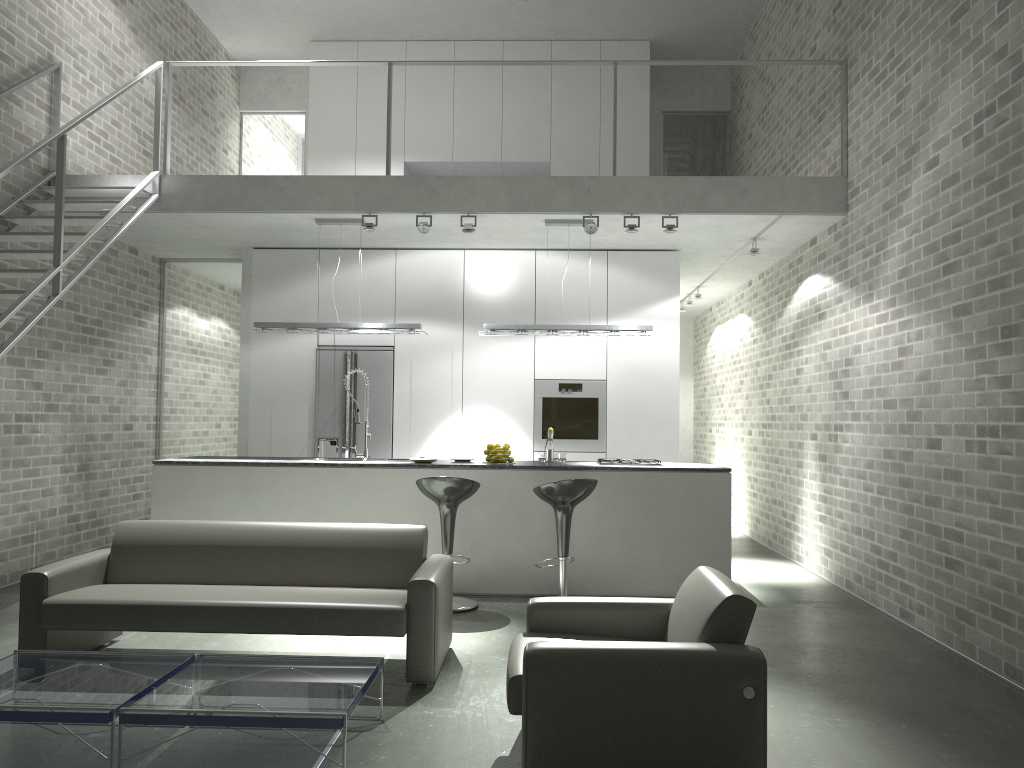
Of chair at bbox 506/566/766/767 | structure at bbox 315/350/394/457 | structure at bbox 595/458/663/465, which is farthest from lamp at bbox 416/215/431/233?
chair at bbox 506/566/766/767

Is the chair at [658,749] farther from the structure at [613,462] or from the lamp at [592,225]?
the lamp at [592,225]

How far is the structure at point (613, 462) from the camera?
7.0m

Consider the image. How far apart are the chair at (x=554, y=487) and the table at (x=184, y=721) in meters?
2.3 m

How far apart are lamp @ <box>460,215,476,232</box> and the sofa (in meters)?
2.97

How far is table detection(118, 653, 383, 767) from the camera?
3.15m

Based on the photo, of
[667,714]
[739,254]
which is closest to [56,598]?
[667,714]

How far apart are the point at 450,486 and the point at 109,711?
3.1 meters

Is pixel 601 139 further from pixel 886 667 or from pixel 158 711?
pixel 158 711

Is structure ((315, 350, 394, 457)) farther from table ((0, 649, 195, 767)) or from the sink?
table ((0, 649, 195, 767))
